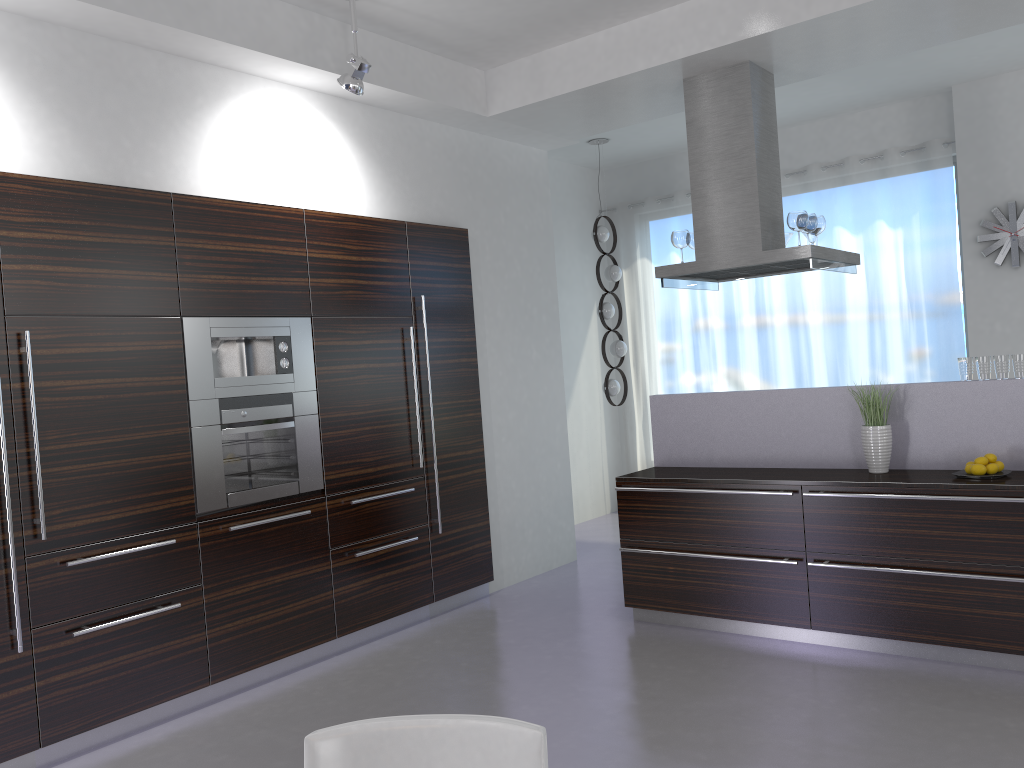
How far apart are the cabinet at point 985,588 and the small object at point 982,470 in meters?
0.2

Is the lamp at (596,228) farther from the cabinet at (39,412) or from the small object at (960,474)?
the small object at (960,474)

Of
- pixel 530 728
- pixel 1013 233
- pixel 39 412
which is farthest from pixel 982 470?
pixel 39 412

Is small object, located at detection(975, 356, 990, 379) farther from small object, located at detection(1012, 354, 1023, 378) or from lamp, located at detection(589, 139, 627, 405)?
lamp, located at detection(589, 139, 627, 405)

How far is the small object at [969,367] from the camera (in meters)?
4.45

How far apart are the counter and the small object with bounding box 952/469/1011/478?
0.0 meters

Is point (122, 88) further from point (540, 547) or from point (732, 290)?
Answer: point (732, 290)

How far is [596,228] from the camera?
7.78m

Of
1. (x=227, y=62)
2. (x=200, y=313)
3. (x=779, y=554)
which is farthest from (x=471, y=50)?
(x=779, y=554)

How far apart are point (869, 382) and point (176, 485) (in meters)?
5.73
